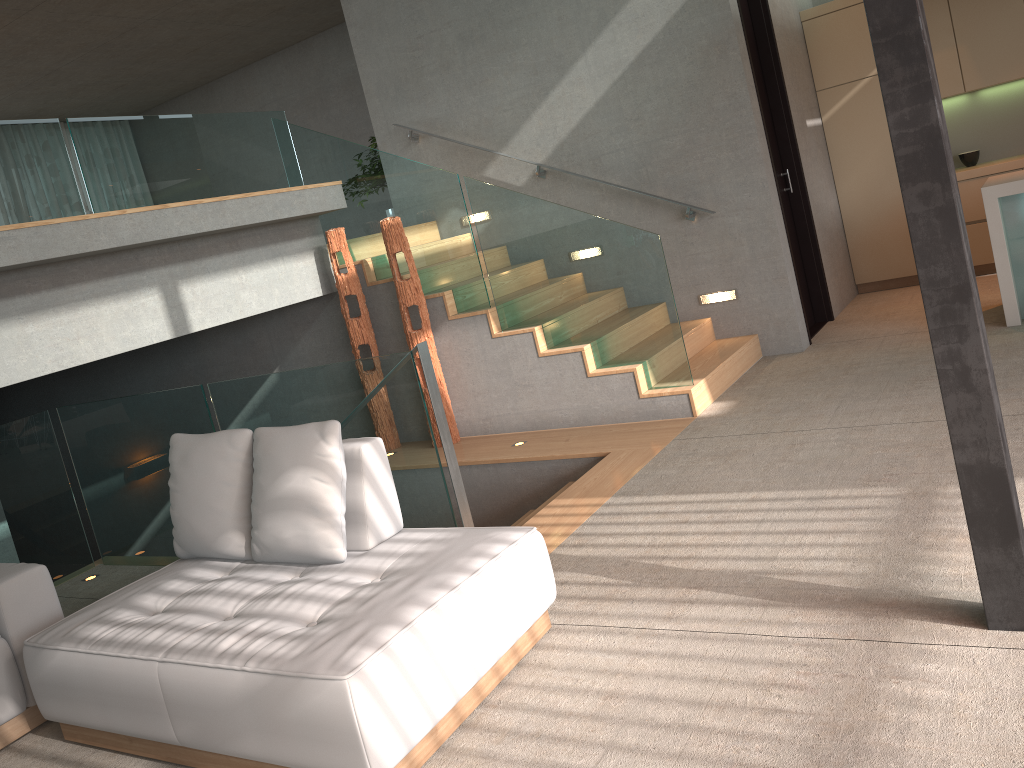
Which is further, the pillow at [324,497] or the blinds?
the blinds

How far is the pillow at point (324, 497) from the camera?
3.1 meters

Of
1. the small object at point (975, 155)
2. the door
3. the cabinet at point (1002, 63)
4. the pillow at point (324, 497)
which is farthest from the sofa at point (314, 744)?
the small object at point (975, 155)

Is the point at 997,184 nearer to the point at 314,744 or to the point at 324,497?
the point at 324,497

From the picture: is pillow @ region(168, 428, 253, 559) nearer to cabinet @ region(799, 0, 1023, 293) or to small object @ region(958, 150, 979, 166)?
cabinet @ region(799, 0, 1023, 293)

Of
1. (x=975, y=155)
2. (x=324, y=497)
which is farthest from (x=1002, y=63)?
(x=324, y=497)

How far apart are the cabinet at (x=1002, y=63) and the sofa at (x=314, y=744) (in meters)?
5.91

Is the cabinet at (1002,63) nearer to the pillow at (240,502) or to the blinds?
the pillow at (240,502)

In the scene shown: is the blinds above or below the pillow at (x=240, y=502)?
above

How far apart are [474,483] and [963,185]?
4.86m
